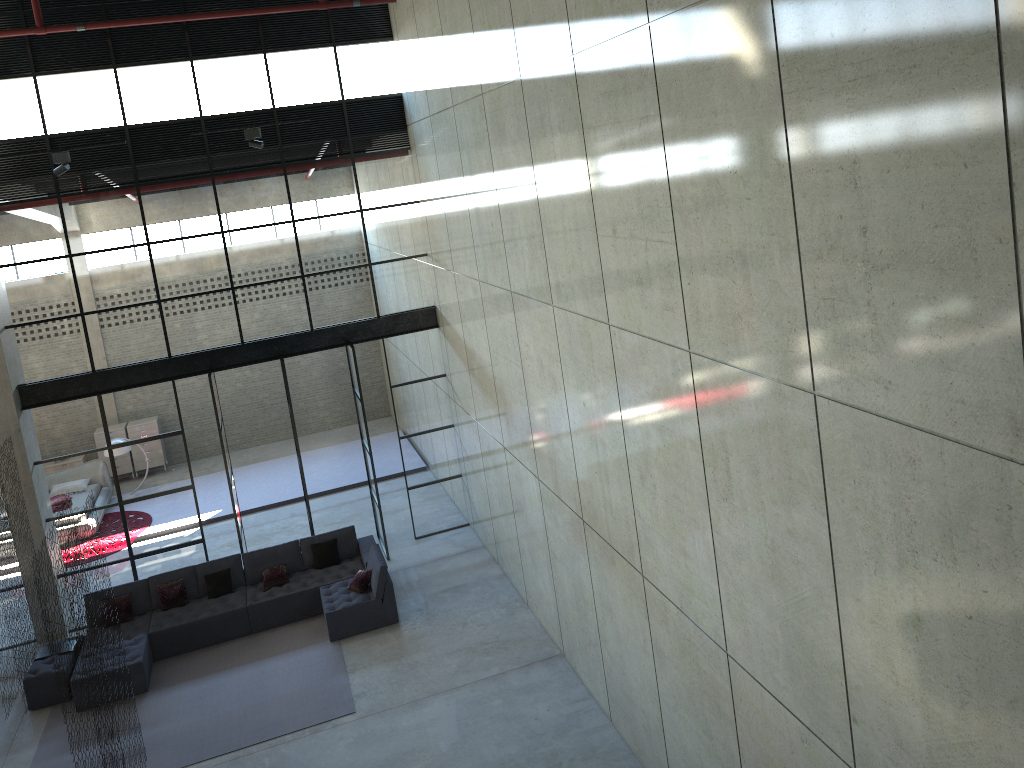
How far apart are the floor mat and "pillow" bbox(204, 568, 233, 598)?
0.8m

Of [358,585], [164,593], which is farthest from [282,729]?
[164,593]

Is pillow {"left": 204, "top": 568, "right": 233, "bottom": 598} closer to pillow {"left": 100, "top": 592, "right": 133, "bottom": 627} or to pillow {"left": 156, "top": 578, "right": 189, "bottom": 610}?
pillow {"left": 156, "top": 578, "right": 189, "bottom": 610}

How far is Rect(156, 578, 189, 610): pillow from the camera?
13.00m

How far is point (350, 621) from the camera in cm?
1242

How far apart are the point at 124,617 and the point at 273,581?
2.14m

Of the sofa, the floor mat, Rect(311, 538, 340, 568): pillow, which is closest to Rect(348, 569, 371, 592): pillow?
the sofa

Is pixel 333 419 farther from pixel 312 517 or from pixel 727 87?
pixel 727 87

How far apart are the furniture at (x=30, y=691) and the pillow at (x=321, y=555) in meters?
3.8

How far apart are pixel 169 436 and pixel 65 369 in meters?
1.8 m
